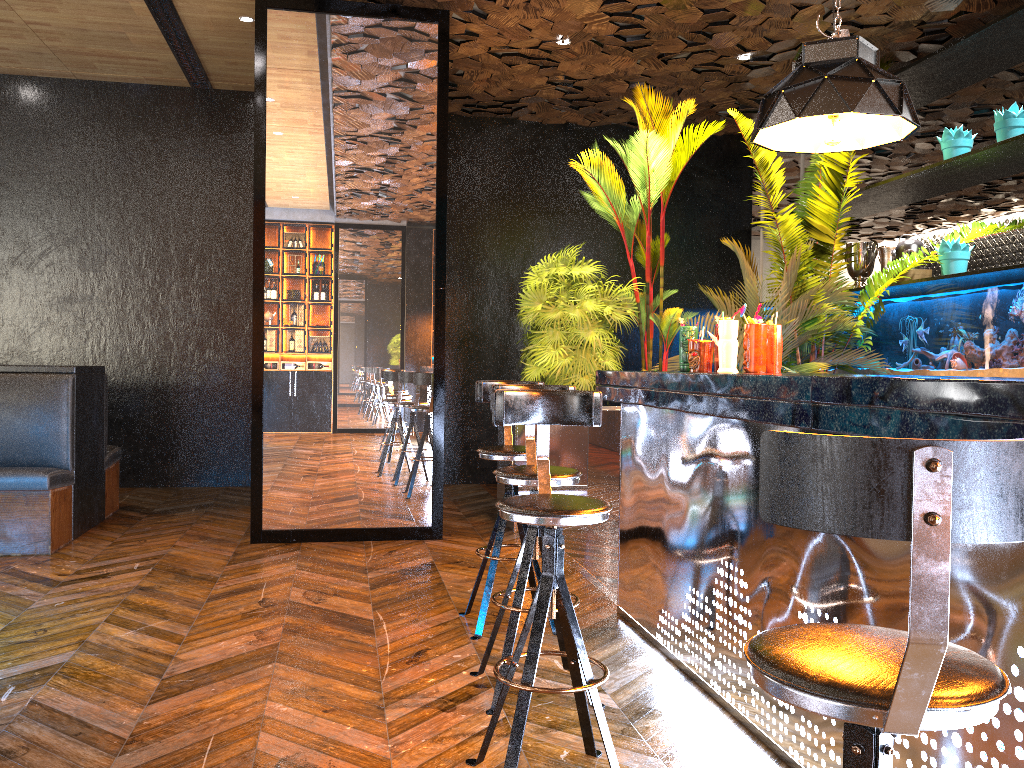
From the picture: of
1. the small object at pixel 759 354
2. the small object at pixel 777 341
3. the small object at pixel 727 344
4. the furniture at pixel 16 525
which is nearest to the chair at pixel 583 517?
the small object at pixel 727 344

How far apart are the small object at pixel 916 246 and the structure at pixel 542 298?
0.2 meters

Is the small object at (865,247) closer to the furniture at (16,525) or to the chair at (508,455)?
the chair at (508,455)

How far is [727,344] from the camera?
3.42m

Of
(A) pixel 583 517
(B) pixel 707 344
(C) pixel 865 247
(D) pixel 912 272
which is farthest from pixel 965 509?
(C) pixel 865 247

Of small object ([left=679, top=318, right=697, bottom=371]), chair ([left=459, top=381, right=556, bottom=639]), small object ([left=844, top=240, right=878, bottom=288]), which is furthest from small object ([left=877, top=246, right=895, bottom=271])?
chair ([left=459, top=381, right=556, bottom=639])

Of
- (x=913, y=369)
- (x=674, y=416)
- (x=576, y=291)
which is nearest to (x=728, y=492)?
(x=674, y=416)

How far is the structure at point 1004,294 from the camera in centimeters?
574cm

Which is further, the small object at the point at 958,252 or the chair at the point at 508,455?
the small object at the point at 958,252

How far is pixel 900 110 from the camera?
3.1 meters
